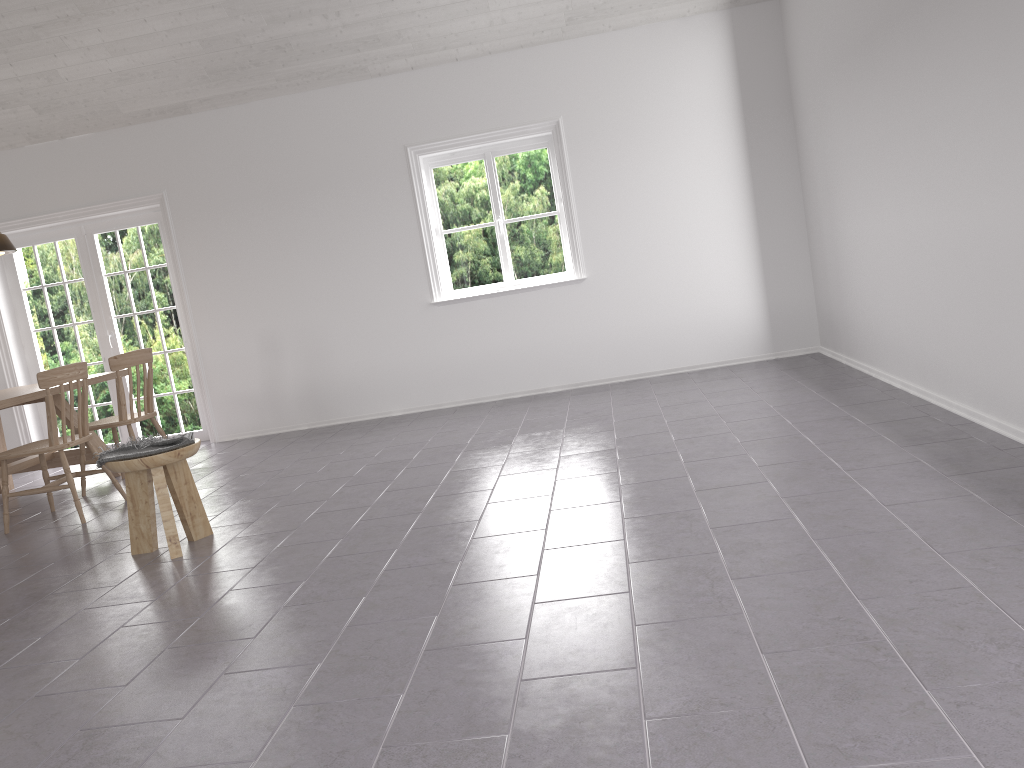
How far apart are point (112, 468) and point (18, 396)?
2.07m

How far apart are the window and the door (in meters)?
2.31

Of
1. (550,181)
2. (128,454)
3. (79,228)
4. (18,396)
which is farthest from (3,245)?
(550,181)

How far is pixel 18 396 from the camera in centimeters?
554cm

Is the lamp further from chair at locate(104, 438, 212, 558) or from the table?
chair at locate(104, 438, 212, 558)

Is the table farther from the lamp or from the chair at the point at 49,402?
the lamp

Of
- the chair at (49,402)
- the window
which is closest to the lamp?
the chair at (49,402)

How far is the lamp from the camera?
6.1 meters

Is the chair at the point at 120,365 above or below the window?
below

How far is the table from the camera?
5.5m
